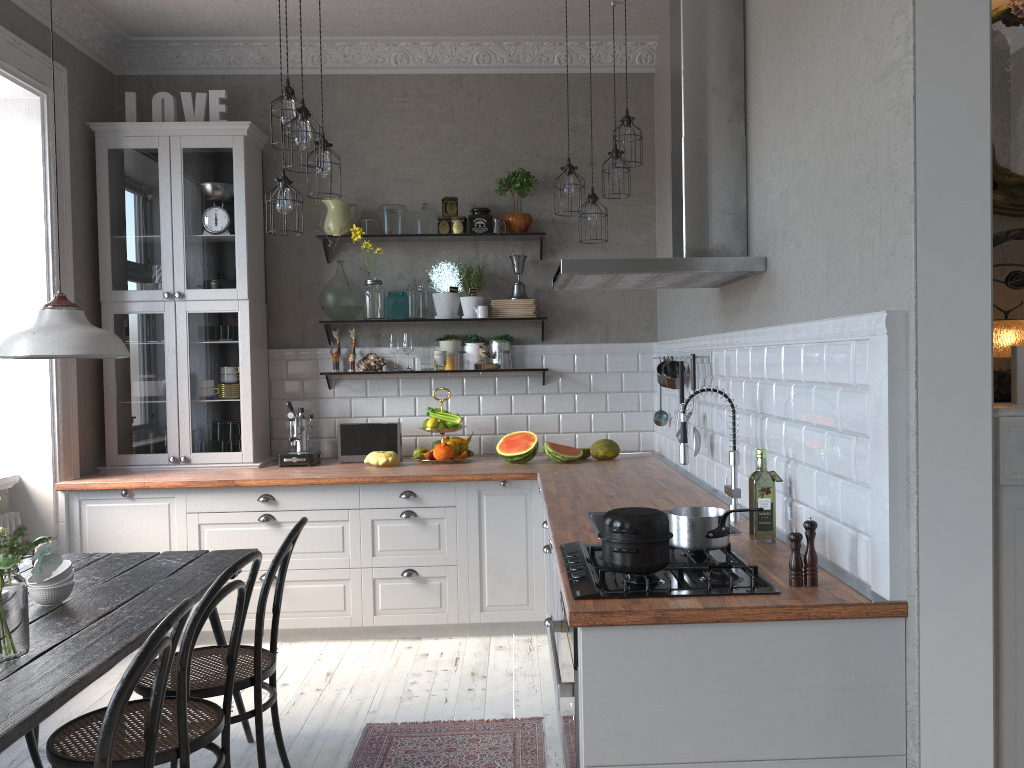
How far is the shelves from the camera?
5.1 meters

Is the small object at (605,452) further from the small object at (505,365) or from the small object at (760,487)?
the small object at (760,487)

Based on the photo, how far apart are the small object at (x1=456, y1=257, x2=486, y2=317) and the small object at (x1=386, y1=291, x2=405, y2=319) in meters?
0.4

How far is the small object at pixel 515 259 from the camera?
5.2 meters

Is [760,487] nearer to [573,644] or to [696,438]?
[573,644]

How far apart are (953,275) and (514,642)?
3.1 meters

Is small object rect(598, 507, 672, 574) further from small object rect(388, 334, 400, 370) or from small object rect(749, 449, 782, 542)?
small object rect(388, 334, 400, 370)

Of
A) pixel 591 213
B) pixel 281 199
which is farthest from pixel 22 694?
pixel 591 213

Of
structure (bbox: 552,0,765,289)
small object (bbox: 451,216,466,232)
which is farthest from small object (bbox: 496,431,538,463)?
structure (bbox: 552,0,765,289)

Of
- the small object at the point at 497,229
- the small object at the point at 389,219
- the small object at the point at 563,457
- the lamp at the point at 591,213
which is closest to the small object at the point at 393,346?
the small object at the point at 389,219
